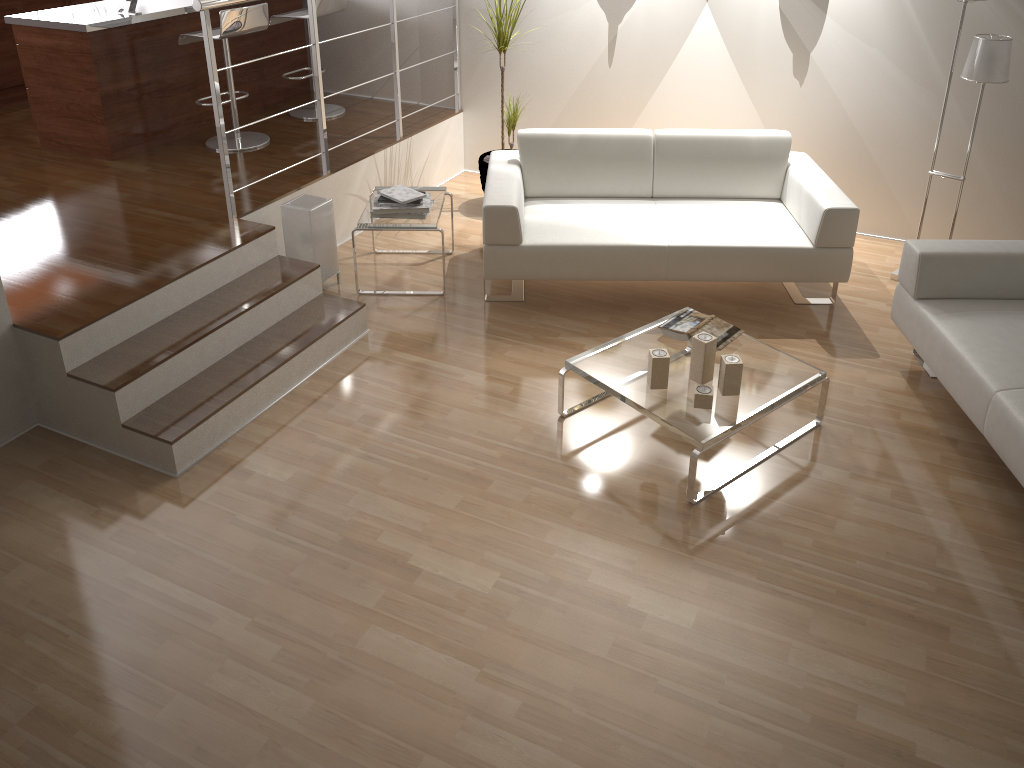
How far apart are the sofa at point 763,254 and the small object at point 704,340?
1.0m

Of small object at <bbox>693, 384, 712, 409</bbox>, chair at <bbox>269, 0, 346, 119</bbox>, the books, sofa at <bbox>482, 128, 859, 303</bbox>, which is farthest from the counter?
small object at <bbox>693, 384, 712, 409</bbox>

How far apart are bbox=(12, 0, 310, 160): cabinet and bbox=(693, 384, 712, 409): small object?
3.71m

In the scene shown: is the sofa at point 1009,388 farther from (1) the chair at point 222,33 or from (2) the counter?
(2) the counter

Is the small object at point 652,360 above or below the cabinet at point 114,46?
below

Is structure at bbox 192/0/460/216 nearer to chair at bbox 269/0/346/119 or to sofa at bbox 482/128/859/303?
chair at bbox 269/0/346/119

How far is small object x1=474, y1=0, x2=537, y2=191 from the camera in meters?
5.0 m

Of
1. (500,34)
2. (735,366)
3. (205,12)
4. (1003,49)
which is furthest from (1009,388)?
(205,12)

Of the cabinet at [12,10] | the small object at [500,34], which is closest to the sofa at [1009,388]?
the small object at [500,34]

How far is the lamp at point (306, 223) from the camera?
4.3 meters
